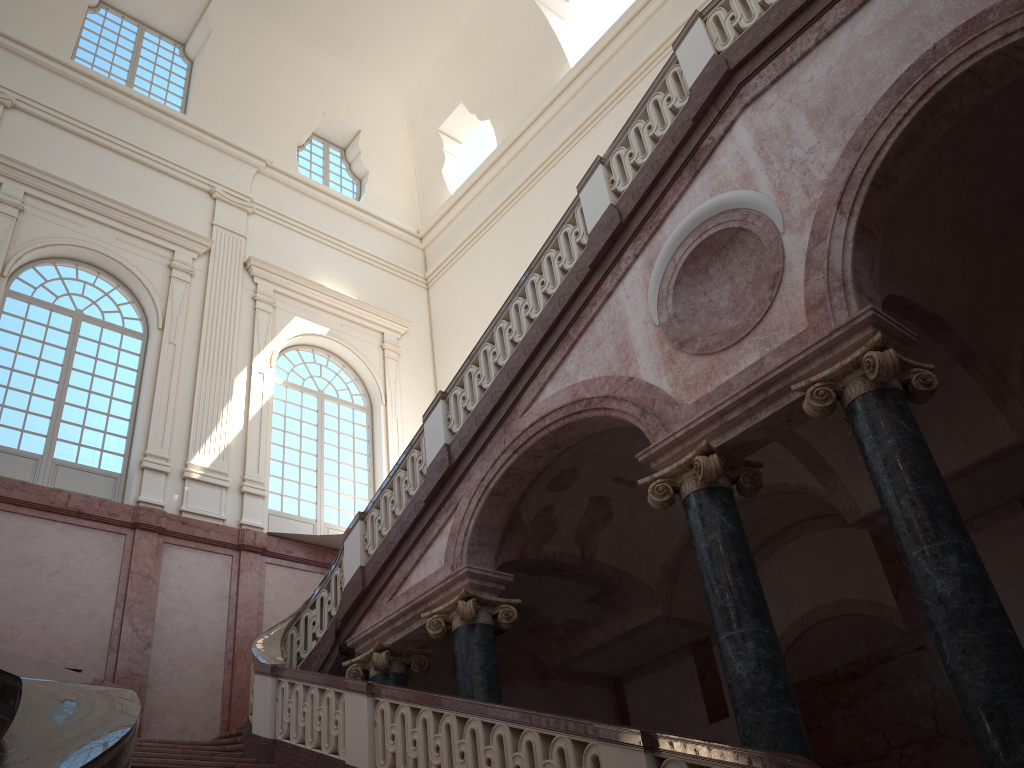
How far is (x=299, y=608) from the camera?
9.99m

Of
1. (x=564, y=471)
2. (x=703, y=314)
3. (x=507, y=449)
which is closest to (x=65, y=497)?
(x=507, y=449)
